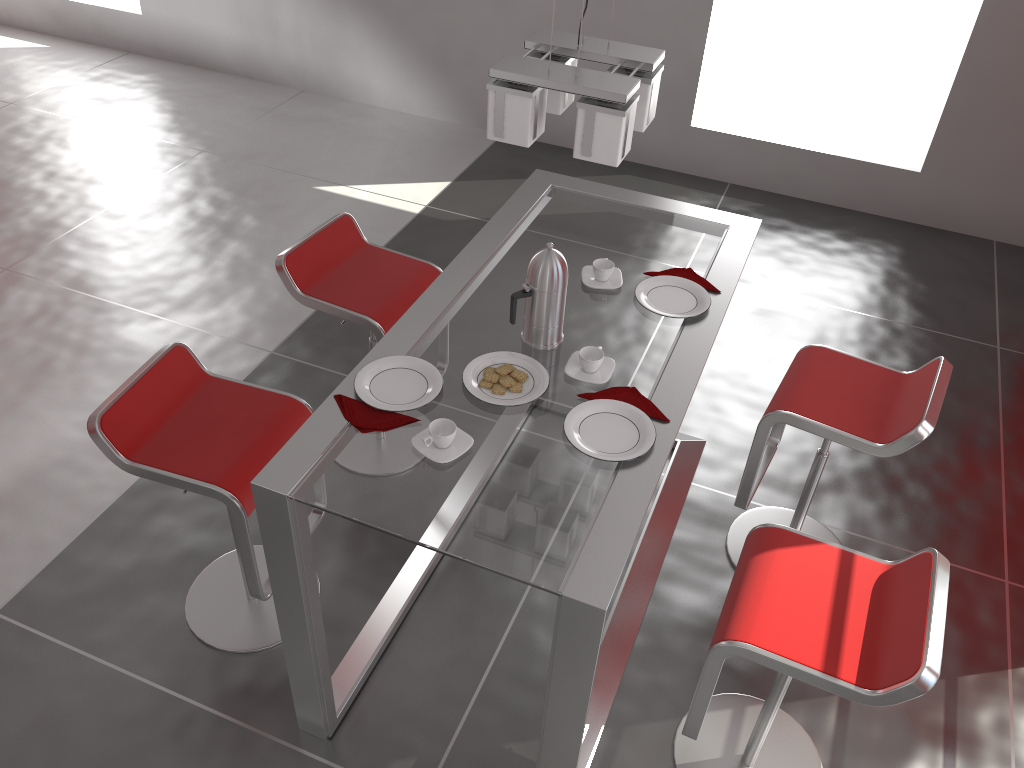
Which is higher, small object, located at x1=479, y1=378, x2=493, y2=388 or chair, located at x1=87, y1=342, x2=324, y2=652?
small object, located at x1=479, y1=378, x2=493, y2=388

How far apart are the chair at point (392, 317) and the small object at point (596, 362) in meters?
0.8

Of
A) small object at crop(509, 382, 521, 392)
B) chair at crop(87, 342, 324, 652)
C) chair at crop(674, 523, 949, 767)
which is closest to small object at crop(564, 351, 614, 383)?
small object at crop(509, 382, 521, 392)

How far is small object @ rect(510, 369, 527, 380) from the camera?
2.2m

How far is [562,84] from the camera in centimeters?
180cm

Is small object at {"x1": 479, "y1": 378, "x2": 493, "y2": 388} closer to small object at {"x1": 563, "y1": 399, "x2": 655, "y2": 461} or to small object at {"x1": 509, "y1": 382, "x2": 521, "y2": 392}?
small object at {"x1": 509, "y1": 382, "x2": 521, "y2": 392}

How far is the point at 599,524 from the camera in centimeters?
185cm

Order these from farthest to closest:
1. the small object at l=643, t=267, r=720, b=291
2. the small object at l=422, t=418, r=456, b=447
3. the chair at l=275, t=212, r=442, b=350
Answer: the chair at l=275, t=212, r=442, b=350 → the small object at l=643, t=267, r=720, b=291 → the small object at l=422, t=418, r=456, b=447

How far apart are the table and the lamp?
0.6m

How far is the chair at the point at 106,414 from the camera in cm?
227
